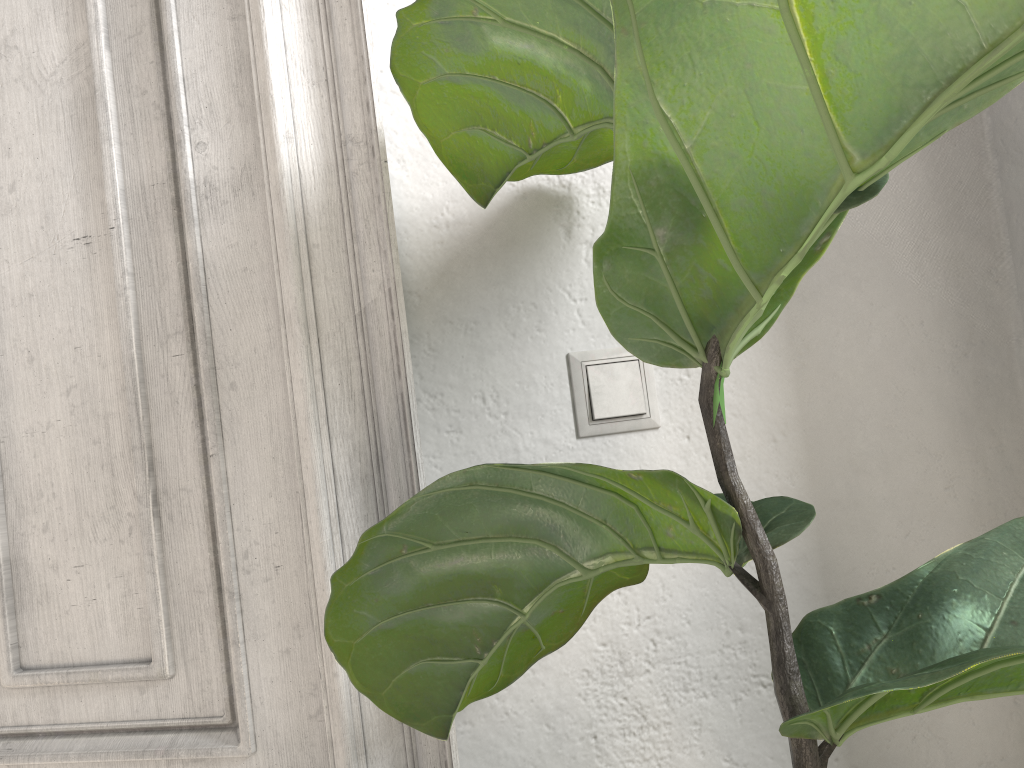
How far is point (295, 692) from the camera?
0.8m

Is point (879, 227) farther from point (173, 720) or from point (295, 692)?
point (173, 720)

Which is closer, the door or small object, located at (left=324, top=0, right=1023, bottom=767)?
small object, located at (left=324, top=0, right=1023, bottom=767)

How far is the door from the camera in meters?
0.8

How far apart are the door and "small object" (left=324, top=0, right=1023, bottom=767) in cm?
13

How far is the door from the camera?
0.81m

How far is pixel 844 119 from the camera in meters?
0.4 m

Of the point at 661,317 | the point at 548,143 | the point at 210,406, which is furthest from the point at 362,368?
the point at 661,317

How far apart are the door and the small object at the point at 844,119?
0.13m
